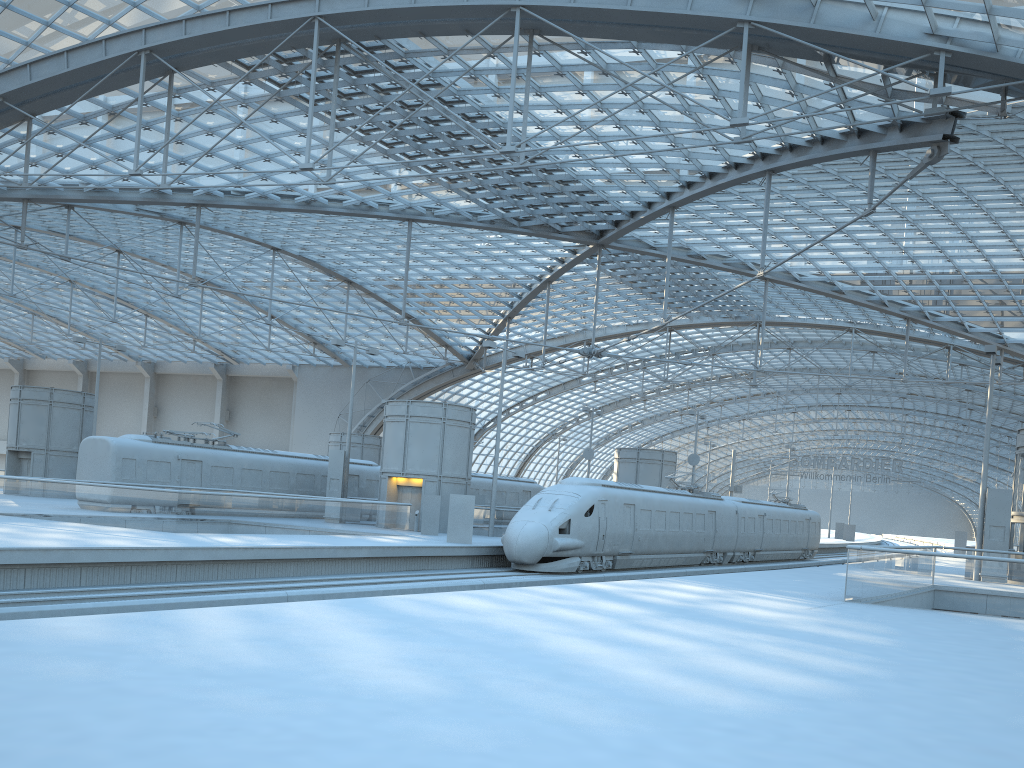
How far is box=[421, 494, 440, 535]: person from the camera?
33.8 meters

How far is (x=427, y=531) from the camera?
33.8m

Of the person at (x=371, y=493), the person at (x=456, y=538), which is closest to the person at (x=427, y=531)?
the person at (x=456, y=538)

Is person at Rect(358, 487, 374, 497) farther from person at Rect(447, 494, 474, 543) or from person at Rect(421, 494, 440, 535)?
person at Rect(447, 494, 474, 543)

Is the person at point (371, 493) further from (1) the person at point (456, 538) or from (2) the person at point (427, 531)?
(1) the person at point (456, 538)

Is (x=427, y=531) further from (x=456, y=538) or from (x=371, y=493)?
(x=371, y=493)

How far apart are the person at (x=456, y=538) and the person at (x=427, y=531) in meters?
4.3

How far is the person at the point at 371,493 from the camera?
42.5m

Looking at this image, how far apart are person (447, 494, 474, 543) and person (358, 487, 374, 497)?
13.62m

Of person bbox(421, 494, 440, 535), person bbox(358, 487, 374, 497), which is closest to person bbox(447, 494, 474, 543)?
person bbox(421, 494, 440, 535)
